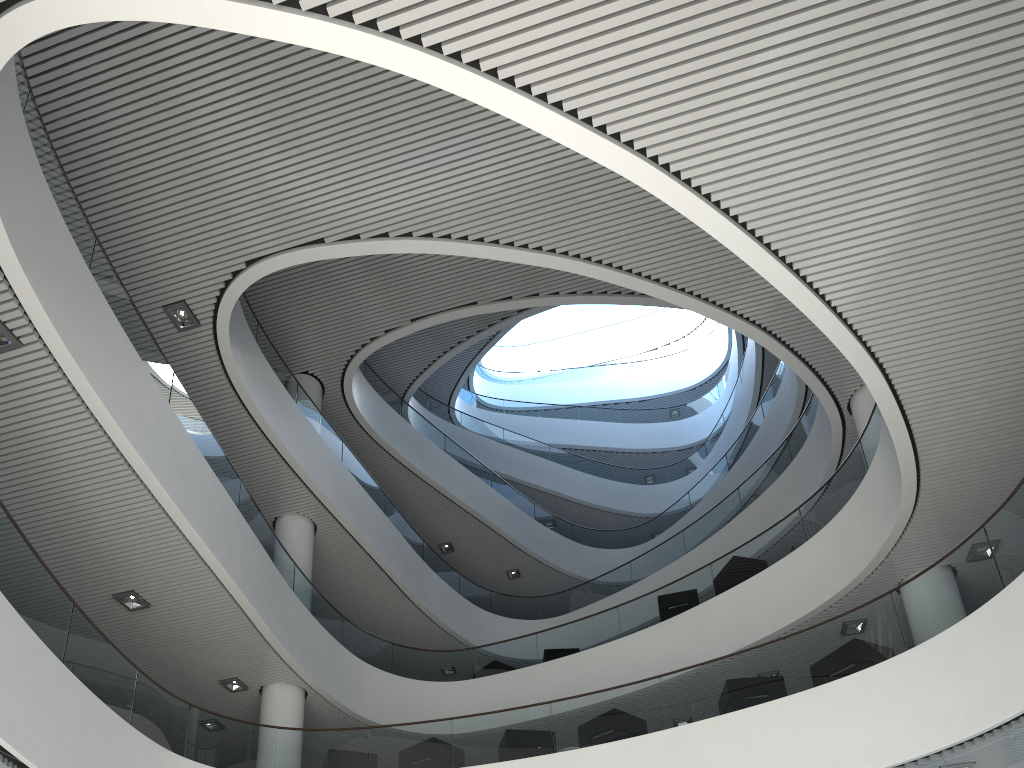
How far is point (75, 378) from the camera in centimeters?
514cm
